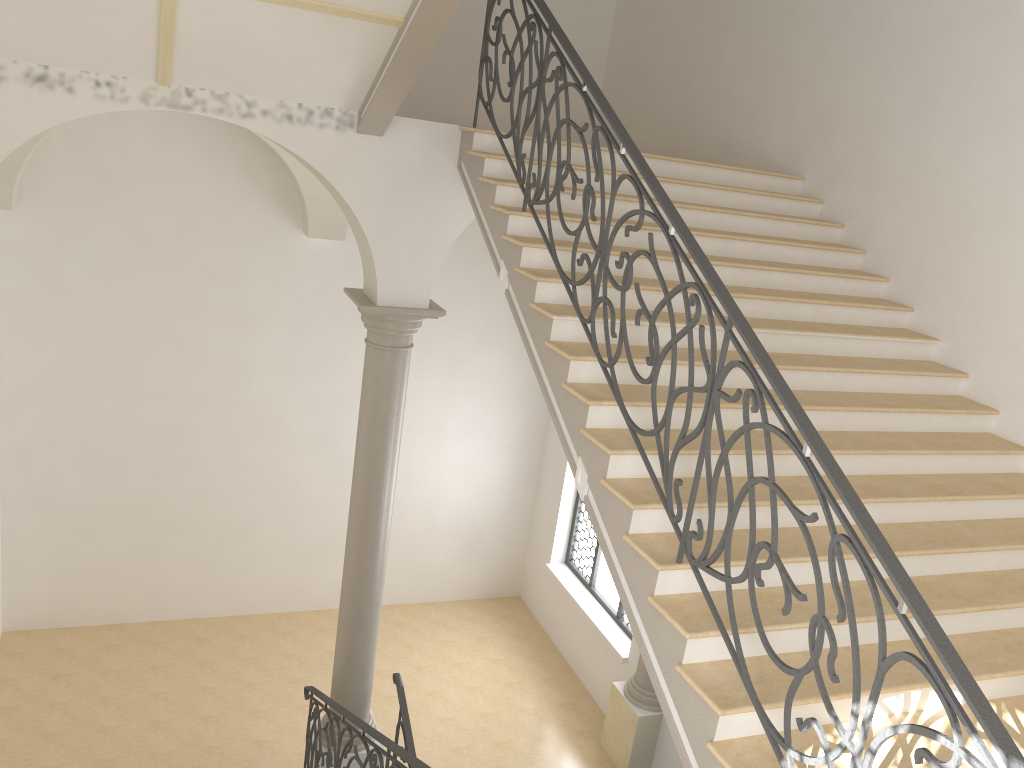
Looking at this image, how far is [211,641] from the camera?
10.8m

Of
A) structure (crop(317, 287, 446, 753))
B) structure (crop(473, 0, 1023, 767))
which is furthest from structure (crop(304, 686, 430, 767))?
structure (crop(473, 0, 1023, 767))

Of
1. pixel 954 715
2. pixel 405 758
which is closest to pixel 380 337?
pixel 405 758

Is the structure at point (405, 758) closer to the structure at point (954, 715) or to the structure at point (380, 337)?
the structure at point (380, 337)

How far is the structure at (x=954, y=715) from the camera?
2.65m

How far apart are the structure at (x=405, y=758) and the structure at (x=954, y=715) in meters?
2.1 m

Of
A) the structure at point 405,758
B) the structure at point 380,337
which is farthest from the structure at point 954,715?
the structure at point 405,758

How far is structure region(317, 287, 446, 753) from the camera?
7.1 meters

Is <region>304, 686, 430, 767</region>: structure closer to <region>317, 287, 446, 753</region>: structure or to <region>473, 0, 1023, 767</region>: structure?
<region>317, 287, 446, 753</region>: structure

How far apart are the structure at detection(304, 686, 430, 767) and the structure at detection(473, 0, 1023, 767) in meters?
2.1
